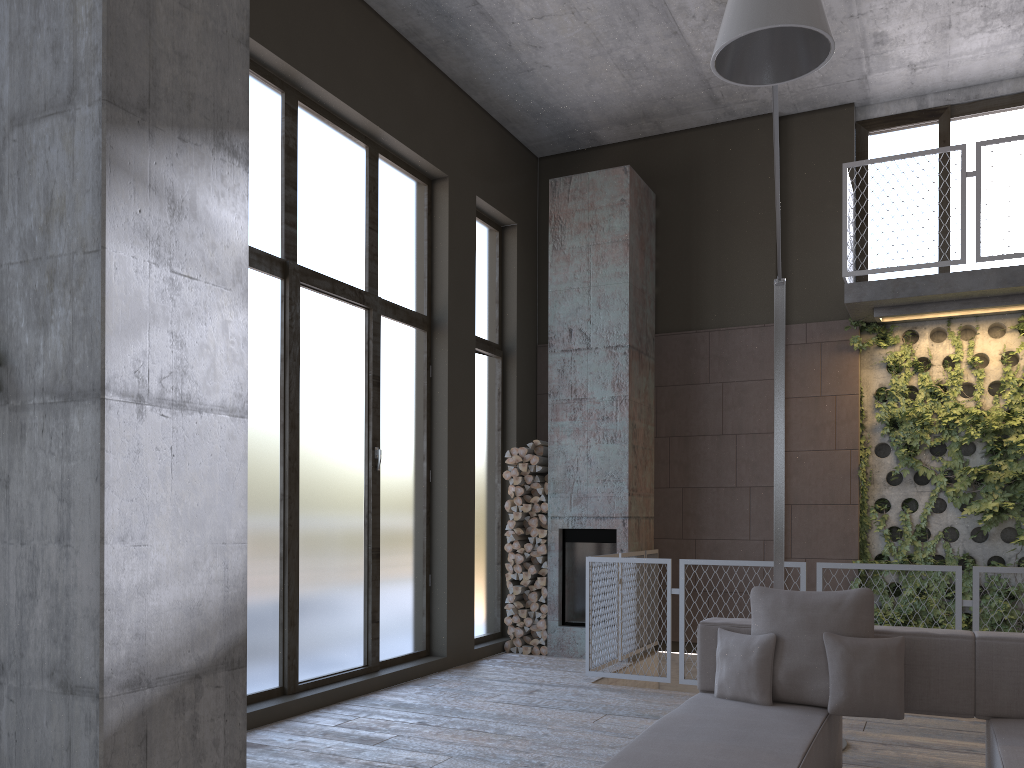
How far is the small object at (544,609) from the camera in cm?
816

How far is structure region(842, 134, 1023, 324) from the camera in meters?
6.9 m

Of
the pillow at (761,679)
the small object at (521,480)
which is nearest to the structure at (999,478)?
the small object at (521,480)

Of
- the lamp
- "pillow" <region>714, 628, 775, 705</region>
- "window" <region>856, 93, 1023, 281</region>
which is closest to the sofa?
"pillow" <region>714, 628, 775, 705</region>

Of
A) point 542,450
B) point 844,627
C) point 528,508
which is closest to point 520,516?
point 528,508

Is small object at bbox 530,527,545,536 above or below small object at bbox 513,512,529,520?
below

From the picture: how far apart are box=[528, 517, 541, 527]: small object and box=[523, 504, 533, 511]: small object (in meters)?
0.12

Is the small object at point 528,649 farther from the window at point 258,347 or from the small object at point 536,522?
the small object at point 536,522

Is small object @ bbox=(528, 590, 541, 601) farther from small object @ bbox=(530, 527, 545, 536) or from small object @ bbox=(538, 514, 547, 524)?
small object @ bbox=(538, 514, 547, 524)

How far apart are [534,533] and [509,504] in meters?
0.4 m
